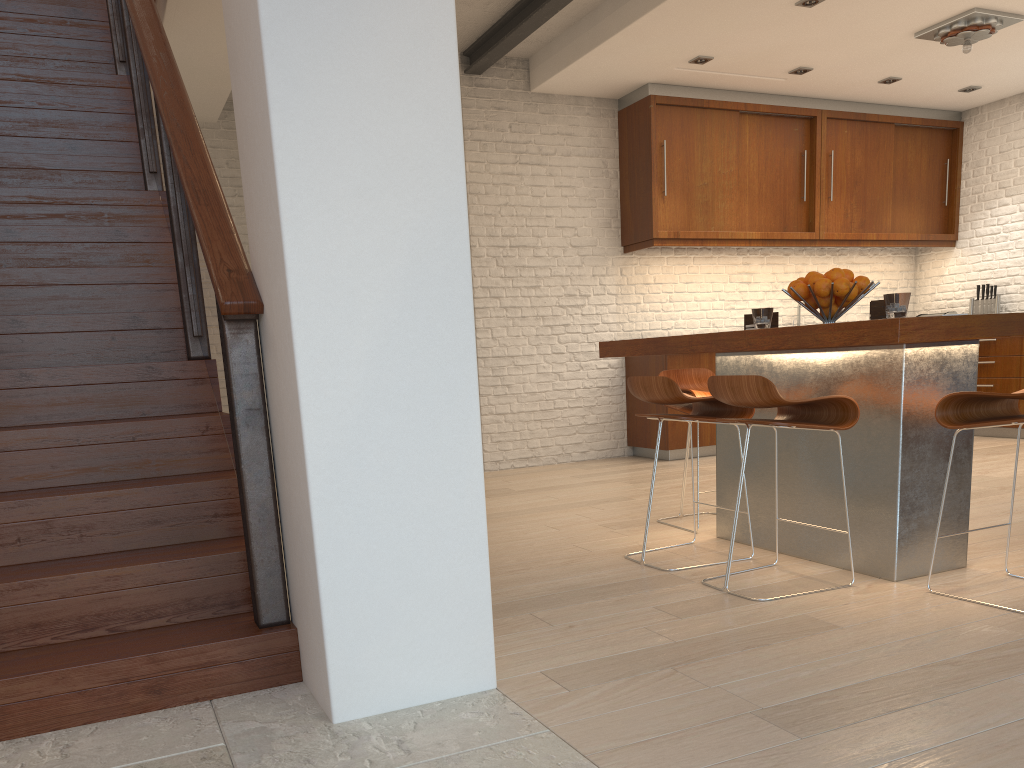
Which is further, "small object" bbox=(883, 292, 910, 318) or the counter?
"small object" bbox=(883, 292, 910, 318)

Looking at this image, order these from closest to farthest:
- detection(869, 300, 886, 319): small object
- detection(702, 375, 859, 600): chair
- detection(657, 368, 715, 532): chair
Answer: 1. detection(702, 375, 859, 600): chair
2. detection(869, 300, 886, 319): small object
3. detection(657, 368, 715, 532): chair

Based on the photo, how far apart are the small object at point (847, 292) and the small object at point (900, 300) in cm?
24

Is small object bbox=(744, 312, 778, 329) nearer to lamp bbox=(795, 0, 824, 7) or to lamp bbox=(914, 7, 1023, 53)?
lamp bbox=(795, 0, 824, 7)

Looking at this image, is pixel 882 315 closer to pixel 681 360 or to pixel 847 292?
pixel 847 292

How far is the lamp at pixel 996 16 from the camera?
5.77m

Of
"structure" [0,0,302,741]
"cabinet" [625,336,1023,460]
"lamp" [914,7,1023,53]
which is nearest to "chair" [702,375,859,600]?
"structure" [0,0,302,741]

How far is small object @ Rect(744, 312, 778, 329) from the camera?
3.89m

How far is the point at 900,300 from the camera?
3.12m

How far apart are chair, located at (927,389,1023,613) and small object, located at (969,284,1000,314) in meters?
5.5
